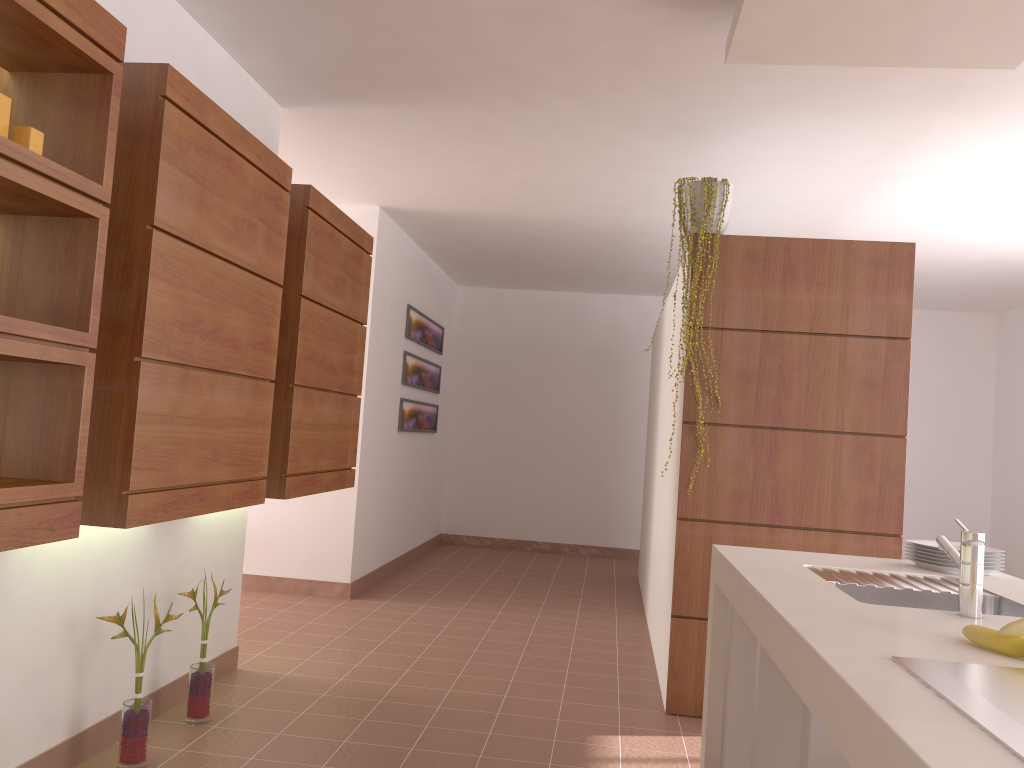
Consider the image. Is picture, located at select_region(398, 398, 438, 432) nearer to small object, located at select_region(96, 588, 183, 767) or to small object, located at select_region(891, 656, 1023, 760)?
small object, located at select_region(96, 588, 183, 767)

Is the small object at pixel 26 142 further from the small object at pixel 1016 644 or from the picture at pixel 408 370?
the picture at pixel 408 370

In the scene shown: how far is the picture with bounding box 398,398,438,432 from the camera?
6.7m

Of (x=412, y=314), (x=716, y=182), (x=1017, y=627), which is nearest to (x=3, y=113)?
(x=1017, y=627)

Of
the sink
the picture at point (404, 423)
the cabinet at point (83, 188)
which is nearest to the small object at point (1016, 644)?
the sink

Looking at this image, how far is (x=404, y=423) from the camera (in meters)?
6.72

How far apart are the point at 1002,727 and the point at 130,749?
2.5m

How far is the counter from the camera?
1.0m

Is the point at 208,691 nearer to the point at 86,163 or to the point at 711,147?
the point at 86,163

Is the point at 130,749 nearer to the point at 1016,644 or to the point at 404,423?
the point at 1016,644
